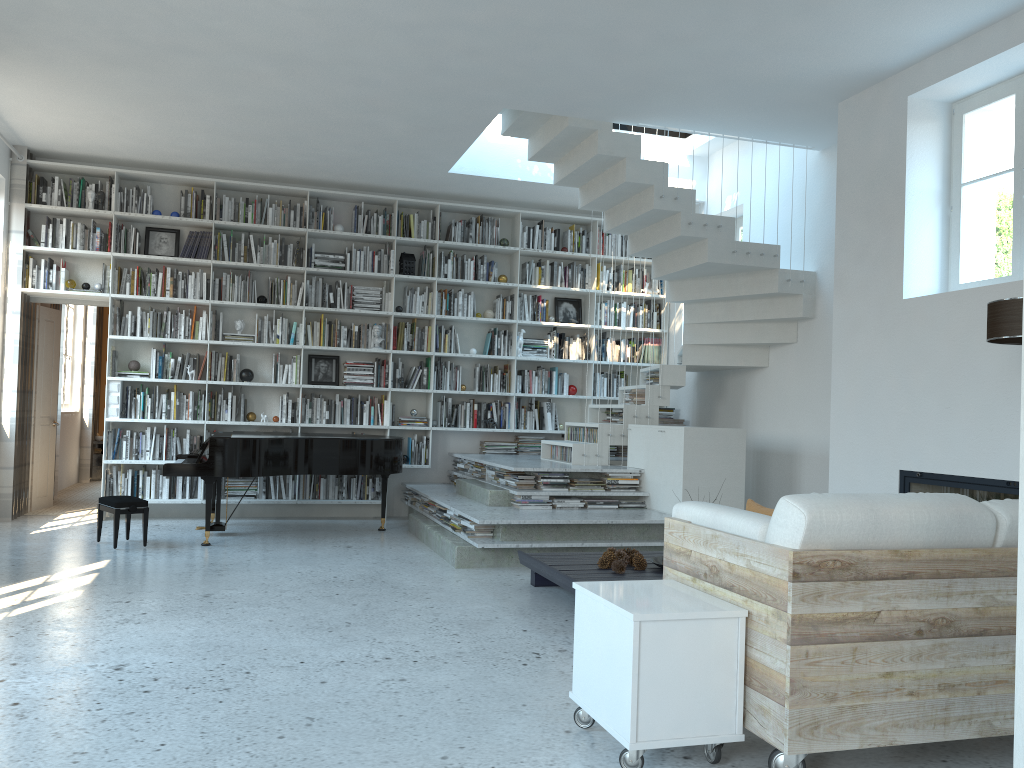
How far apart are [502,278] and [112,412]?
3.86m

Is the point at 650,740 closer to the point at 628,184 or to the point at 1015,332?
the point at 1015,332

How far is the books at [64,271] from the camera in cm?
784

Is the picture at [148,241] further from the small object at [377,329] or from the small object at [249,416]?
the small object at [377,329]

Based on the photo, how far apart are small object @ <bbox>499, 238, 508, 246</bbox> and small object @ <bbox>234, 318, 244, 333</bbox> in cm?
268

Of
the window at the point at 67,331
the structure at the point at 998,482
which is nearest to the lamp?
the structure at the point at 998,482

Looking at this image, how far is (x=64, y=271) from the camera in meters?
7.8 m

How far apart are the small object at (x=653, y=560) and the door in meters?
6.2 m

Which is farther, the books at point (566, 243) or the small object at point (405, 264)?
the books at point (566, 243)

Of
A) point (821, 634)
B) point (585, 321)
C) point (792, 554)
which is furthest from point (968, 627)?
point (585, 321)
